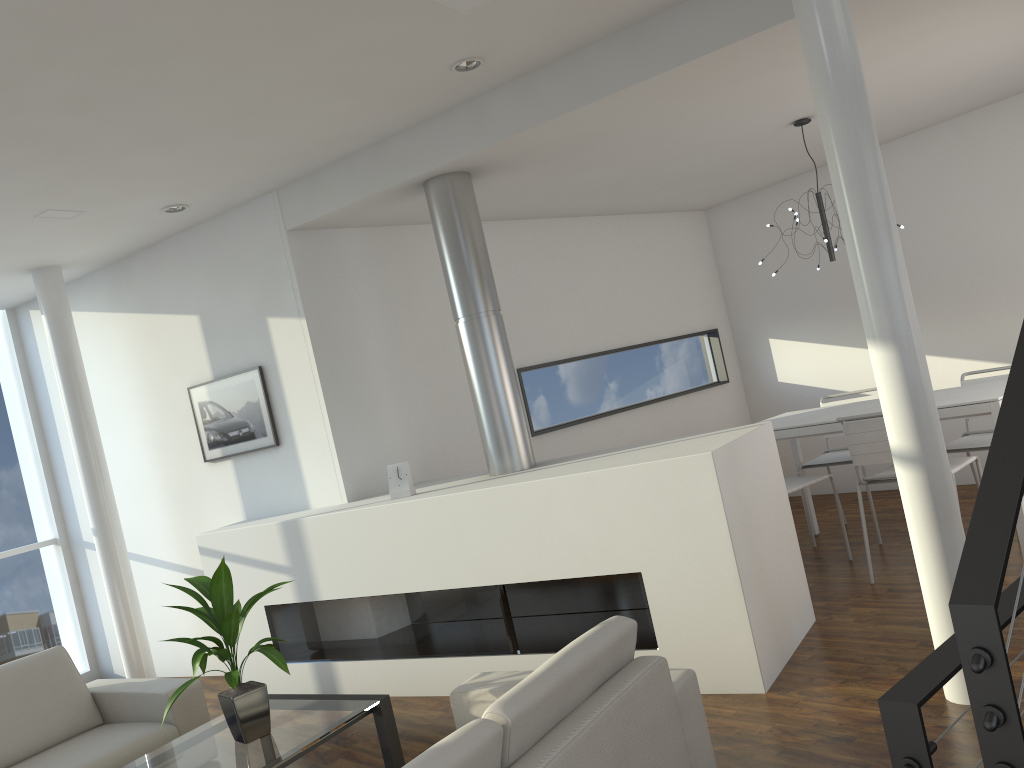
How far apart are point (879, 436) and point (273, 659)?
2.66m

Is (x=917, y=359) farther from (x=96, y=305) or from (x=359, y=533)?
(x=96, y=305)

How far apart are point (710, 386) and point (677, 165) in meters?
2.0 m

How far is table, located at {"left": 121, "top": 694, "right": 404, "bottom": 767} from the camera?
2.68m

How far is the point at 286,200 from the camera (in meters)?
4.29

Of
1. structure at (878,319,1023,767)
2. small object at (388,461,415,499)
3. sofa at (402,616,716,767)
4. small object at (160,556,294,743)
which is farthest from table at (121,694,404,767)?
structure at (878,319,1023,767)

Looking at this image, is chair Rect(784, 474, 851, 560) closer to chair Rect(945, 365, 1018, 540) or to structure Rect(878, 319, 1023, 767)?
→ chair Rect(945, 365, 1018, 540)

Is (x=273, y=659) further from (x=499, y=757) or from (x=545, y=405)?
(x=545, y=405)

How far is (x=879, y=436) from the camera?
3.8 meters

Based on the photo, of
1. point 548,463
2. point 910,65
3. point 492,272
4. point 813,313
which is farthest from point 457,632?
point 813,313
